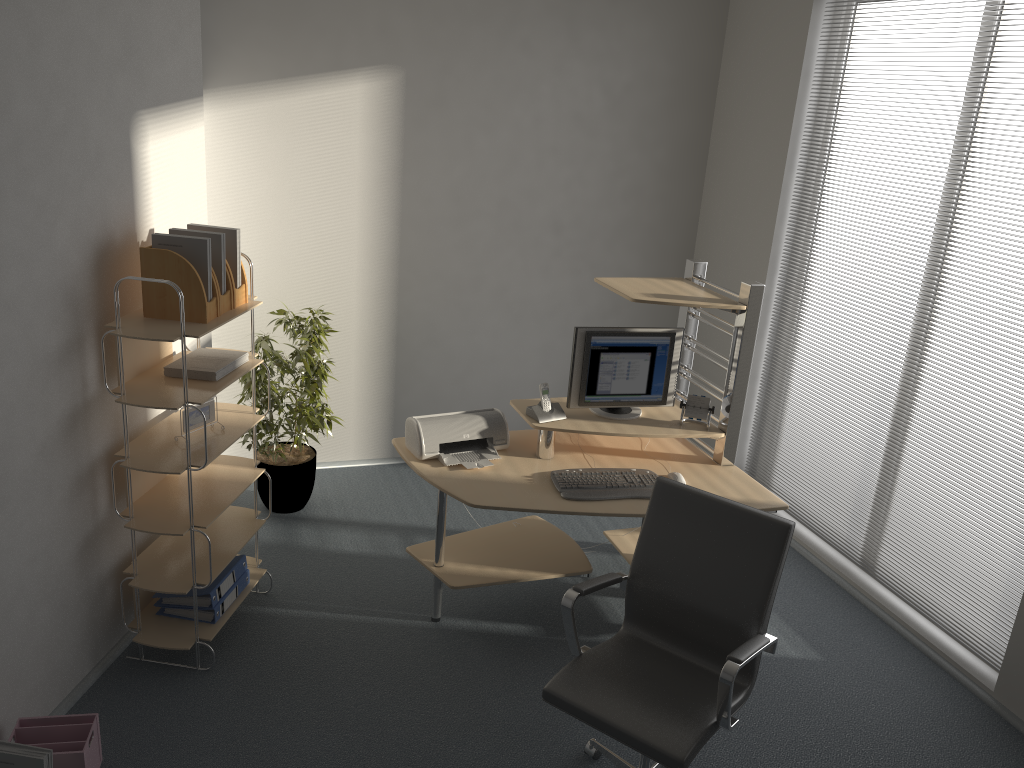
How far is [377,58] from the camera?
4.7m

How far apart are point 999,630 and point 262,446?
3.5m

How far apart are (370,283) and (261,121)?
1.1 meters

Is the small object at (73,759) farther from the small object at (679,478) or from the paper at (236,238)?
the small object at (679,478)

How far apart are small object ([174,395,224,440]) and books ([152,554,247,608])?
0.7 meters

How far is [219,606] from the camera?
3.6m

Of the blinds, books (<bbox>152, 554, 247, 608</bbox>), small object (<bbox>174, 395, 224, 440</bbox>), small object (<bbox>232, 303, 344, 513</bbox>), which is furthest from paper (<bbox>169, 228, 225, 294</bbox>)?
the blinds

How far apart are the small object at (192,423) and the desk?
0.8 meters

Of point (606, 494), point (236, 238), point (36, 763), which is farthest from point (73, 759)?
point (606, 494)

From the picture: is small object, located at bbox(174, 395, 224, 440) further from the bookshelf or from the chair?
the chair
